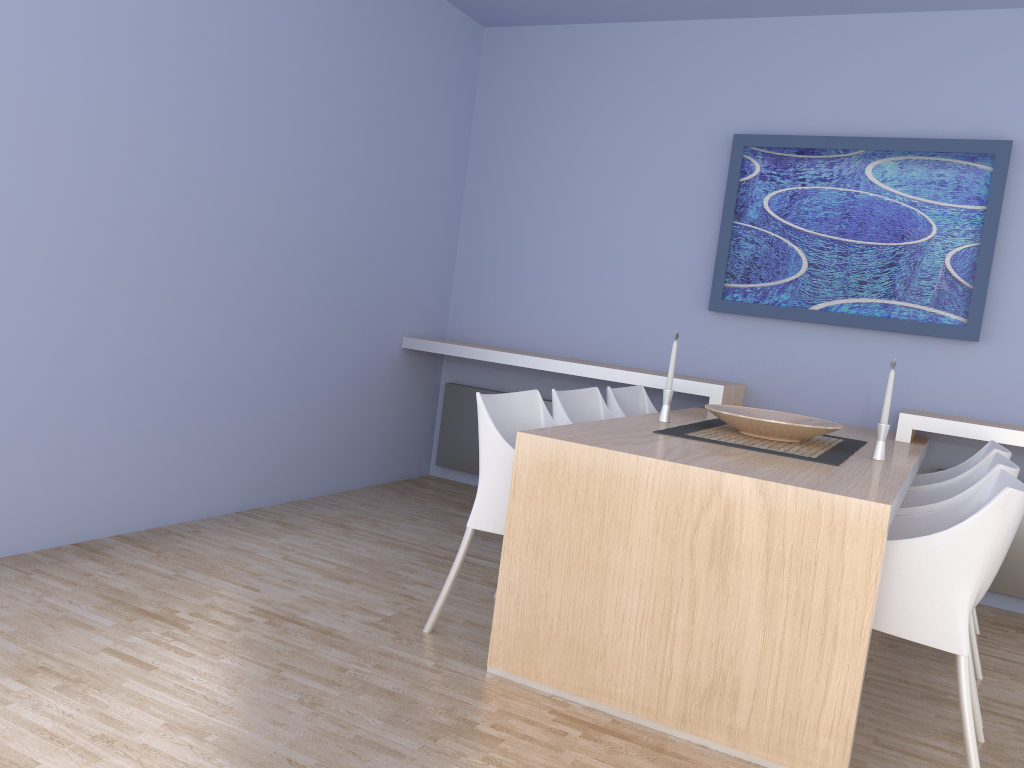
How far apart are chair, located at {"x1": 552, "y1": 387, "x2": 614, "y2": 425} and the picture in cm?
120

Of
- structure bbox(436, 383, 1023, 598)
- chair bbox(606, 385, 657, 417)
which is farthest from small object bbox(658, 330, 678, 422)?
structure bbox(436, 383, 1023, 598)

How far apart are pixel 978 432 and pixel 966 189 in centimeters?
115cm

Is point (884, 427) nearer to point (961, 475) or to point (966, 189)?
point (961, 475)

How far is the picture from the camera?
4.0 meters

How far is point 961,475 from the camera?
3.2 meters

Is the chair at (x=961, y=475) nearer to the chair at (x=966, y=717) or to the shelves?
the shelves

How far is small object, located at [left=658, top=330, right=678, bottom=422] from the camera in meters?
3.3

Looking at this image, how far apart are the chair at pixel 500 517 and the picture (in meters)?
1.74

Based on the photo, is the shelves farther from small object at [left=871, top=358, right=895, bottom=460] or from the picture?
small object at [left=871, top=358, right=895, bottom=460]
